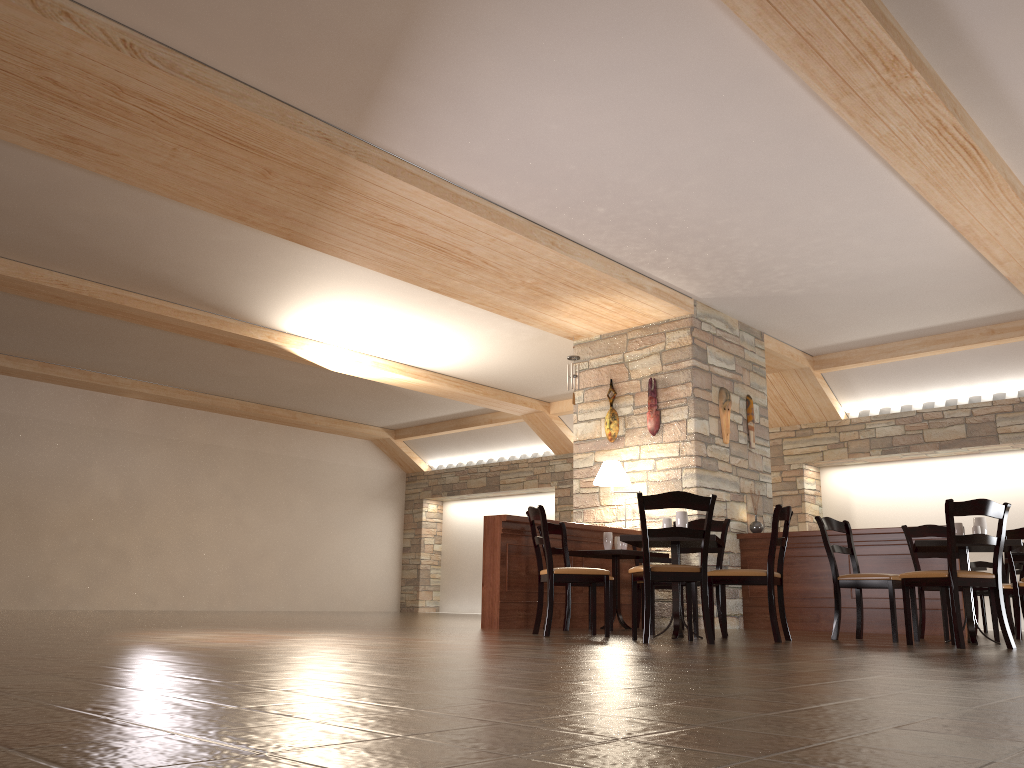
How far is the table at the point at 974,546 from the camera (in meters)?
5.65

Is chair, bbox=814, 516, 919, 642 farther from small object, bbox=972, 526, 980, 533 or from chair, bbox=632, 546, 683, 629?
chair, bbox=632, 546, 683, 629

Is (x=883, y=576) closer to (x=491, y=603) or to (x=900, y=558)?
(x=900, y=558)

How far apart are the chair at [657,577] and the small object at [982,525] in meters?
2.1 m

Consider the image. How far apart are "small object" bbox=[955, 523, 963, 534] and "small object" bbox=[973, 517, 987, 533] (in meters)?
0.11

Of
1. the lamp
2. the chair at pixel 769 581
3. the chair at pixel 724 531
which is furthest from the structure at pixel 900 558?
the chair at pixel 769 581

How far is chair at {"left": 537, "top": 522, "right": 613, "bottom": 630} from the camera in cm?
709

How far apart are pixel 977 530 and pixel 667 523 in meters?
2.0 m

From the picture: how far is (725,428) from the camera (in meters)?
8.94

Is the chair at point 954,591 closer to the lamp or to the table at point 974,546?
the table at point 974,546
